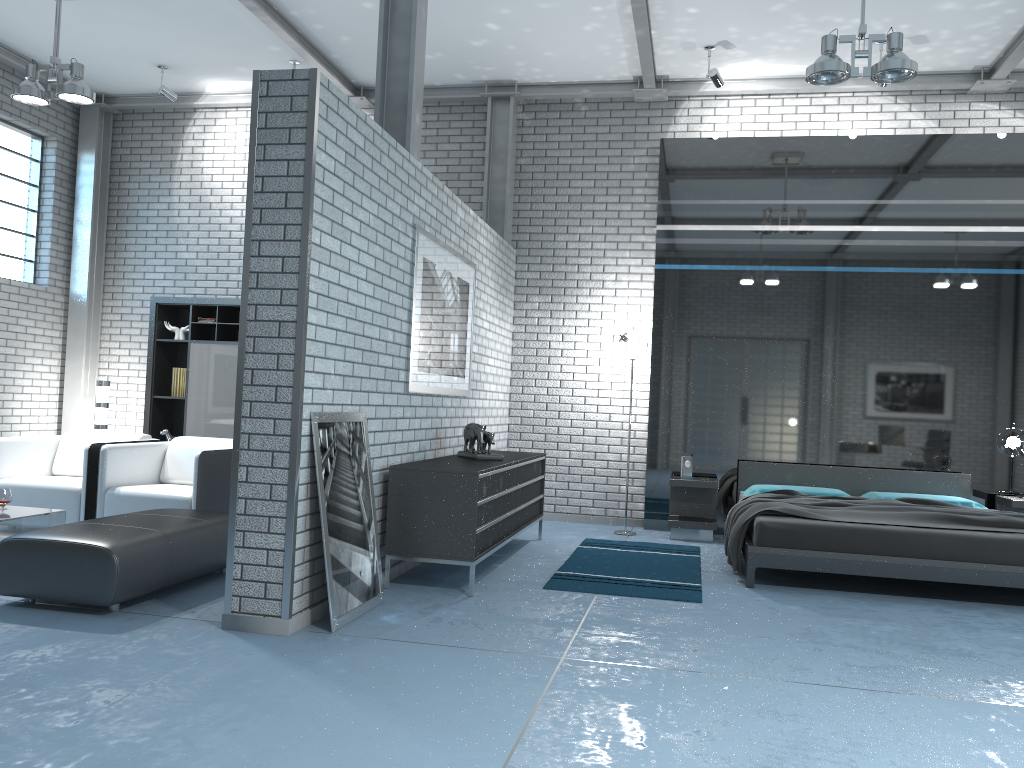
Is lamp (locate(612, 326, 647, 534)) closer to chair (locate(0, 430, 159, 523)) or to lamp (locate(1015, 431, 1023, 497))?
lamp (locate(1015, 431, 1023, 497))

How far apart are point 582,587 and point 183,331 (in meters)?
5.13

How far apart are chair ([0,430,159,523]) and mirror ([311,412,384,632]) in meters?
2.5 m

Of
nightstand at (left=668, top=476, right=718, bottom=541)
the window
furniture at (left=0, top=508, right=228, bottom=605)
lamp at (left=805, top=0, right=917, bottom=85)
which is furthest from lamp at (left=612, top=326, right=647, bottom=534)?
the window

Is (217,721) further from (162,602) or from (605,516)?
(605,516)

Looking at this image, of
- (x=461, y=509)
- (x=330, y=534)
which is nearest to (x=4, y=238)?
(x=461, y=509)

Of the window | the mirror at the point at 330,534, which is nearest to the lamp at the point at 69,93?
the window

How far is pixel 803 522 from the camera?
5.42m

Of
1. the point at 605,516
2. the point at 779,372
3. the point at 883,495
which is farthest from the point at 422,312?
the point at 883,495

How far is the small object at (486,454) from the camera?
5.80m
